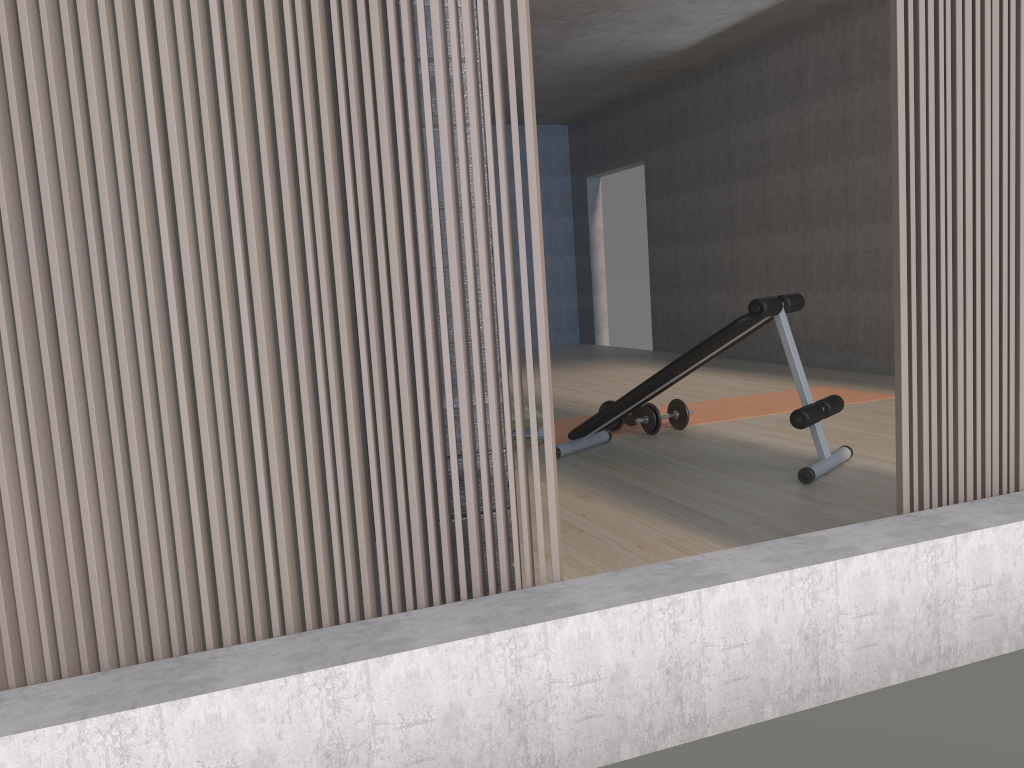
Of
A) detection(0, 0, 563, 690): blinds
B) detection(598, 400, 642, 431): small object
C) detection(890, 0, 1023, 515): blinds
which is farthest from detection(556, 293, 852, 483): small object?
detection(0, 0, 563, 690): blinds

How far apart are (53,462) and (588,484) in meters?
2.5

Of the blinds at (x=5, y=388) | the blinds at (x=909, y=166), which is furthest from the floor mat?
the blinds at (x=5, y=388)

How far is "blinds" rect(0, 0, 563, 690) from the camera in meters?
1.5

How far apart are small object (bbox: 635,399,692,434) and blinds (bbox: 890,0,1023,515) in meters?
2.5 m

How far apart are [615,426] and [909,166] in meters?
2.9

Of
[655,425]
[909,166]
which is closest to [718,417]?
[655,425]

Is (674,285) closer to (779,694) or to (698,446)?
(698,446)

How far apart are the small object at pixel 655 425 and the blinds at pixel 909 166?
2.5 meters

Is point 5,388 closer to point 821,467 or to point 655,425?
point 821,467
